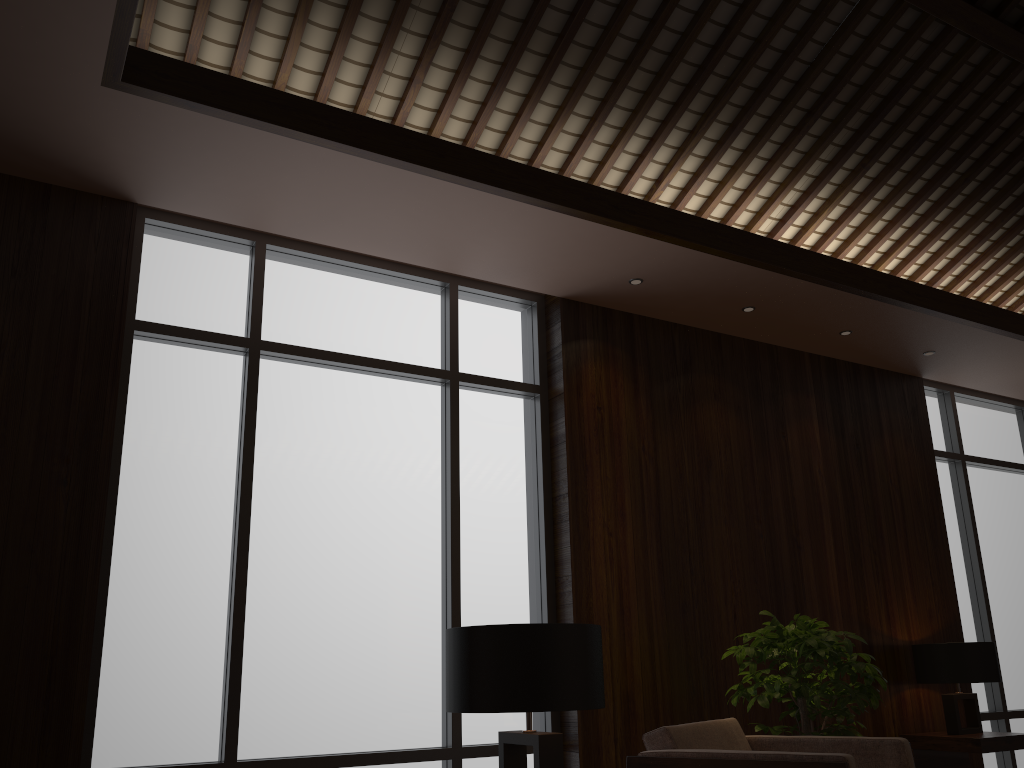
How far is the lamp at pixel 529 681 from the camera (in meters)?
2.23

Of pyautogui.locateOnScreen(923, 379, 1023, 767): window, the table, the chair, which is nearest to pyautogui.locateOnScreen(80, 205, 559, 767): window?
the chair

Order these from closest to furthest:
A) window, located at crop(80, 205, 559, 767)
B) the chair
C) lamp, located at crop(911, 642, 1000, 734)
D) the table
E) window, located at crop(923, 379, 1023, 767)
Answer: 1. the chair
2. window, located at crop(80, 205, 559, 767)
3. the table
4. lamp, located at crop(911, 642, 1000, 734)
5. window, located at crop(923, 379, 1023, 767)

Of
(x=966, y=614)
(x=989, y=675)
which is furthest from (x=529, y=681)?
(x=966, y=614)

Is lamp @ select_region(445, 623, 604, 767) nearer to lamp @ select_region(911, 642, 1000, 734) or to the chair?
the chair

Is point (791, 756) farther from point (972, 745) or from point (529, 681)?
point (972, 745)

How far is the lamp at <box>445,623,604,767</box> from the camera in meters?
2.2

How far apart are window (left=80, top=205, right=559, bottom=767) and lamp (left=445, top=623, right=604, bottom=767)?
1.5 meters

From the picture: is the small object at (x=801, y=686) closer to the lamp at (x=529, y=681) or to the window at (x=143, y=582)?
the window at (x=143, y=582)

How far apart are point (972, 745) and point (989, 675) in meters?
0.4
